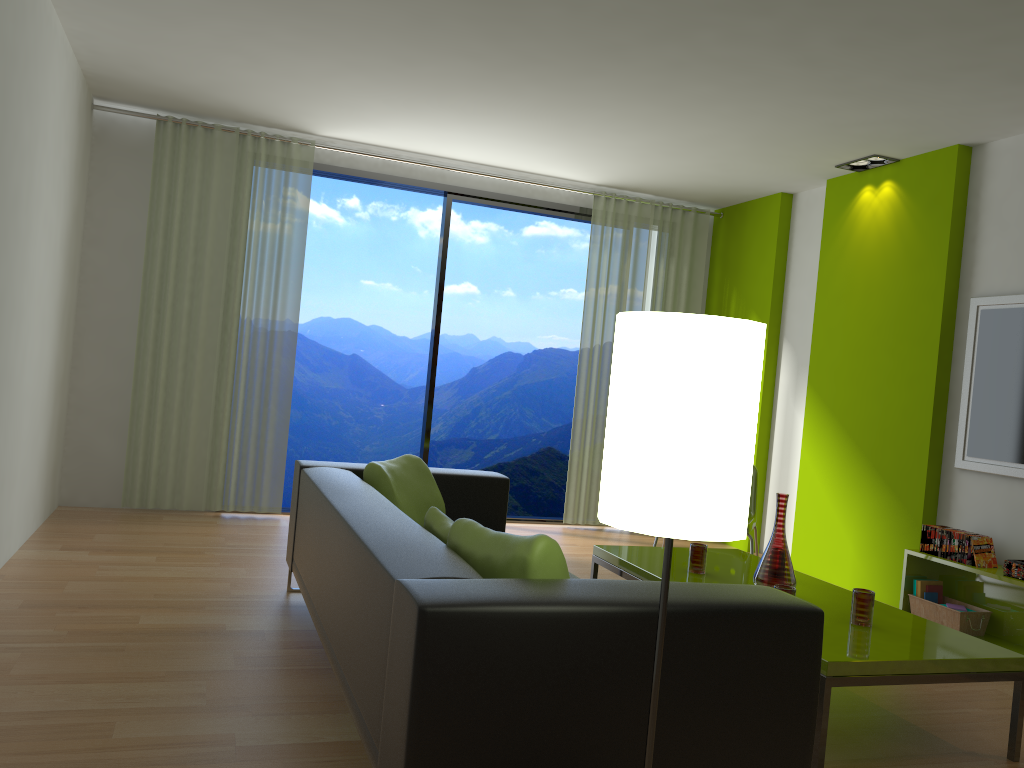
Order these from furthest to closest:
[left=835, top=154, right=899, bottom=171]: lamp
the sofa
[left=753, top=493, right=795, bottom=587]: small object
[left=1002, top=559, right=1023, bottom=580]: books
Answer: [left=835, top=154, right=899, bottom=171]: lamp < [left=1002, top=559, right=1023, bottom=580]: books < [left=753, top=493, right=795, bottom=587]: small object < the sofa

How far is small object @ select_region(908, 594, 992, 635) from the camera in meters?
4.5

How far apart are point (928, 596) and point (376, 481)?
3.0 meters

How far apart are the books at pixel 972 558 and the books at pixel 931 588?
0.2 meters

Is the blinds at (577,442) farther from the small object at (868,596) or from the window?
the small object at (868,596)

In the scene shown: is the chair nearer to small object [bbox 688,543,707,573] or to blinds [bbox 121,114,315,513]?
small object [bbox 688,543,707,573]

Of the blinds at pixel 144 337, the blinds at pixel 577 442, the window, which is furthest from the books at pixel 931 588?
the blinds at pixel 144 337

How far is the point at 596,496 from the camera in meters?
6.9 m

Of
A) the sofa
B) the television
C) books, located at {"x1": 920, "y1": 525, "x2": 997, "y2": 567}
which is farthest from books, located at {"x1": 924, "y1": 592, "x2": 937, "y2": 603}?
the sofa

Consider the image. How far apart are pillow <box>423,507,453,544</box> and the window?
3.71m
